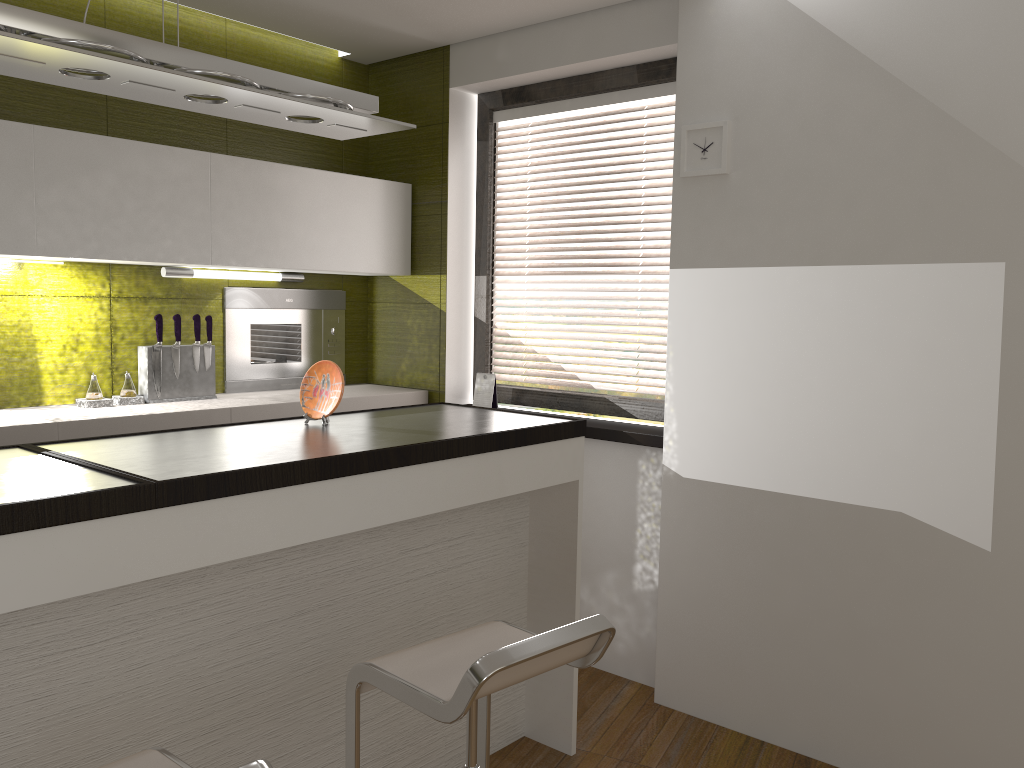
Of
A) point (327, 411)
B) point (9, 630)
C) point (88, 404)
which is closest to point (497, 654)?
point (9, 630)

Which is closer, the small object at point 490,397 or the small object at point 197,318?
the small object at point 197,318

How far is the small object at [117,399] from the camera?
3.4 meters

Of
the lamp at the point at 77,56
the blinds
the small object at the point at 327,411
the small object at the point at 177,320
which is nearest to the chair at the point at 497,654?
the small object at the point at 327,411

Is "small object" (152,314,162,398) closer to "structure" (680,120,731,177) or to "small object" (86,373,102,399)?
"small object" (86,373,102,399)

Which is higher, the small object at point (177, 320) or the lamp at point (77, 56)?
the lamp at point (77, 56)

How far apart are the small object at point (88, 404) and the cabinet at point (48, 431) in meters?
0.0

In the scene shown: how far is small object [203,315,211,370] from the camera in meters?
3.7

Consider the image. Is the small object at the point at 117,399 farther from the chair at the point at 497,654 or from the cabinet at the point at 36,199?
the chair at the point at 497,654

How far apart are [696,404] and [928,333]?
0.8m
